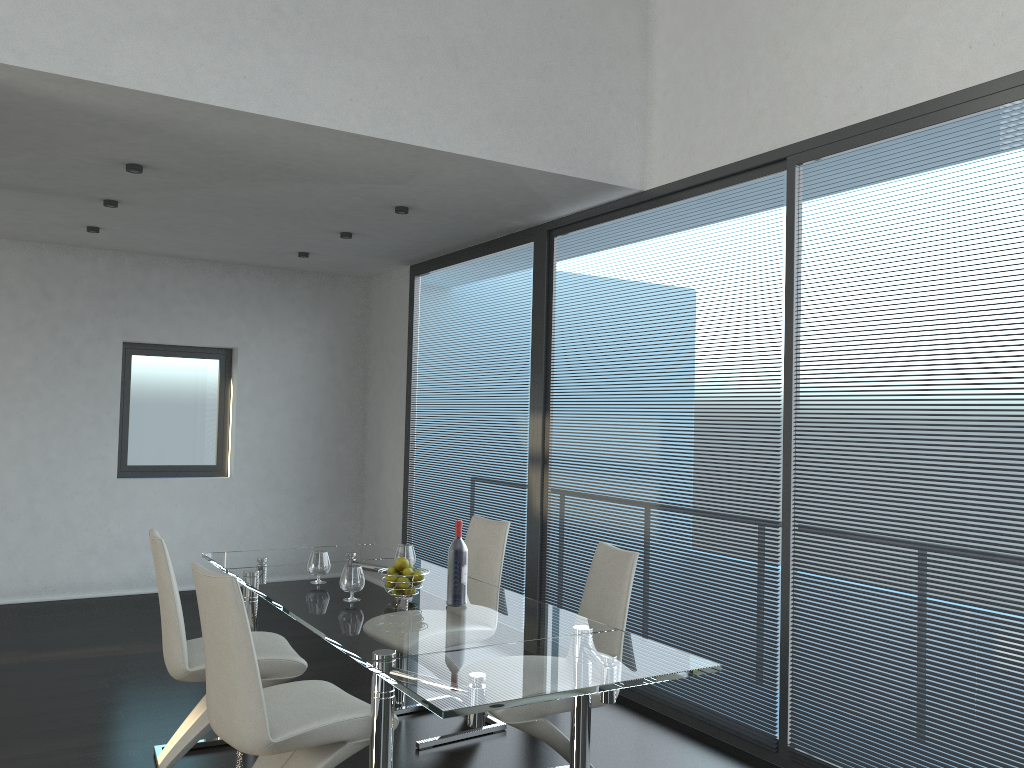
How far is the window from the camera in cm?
724

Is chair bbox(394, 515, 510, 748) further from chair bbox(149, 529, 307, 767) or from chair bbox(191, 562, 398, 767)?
chair bbox(191, 562, 398, 767)

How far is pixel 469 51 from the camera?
4.2 meters

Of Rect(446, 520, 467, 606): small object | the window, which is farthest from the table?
the window

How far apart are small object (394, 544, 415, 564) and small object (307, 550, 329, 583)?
0.4m

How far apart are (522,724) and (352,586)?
0.83m

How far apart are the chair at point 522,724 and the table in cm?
11

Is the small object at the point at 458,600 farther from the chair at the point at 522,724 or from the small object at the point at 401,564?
the chair at the point at 522,724

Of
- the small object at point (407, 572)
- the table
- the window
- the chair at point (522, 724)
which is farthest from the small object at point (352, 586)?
the window

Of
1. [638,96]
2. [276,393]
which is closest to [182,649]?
[638,96]
